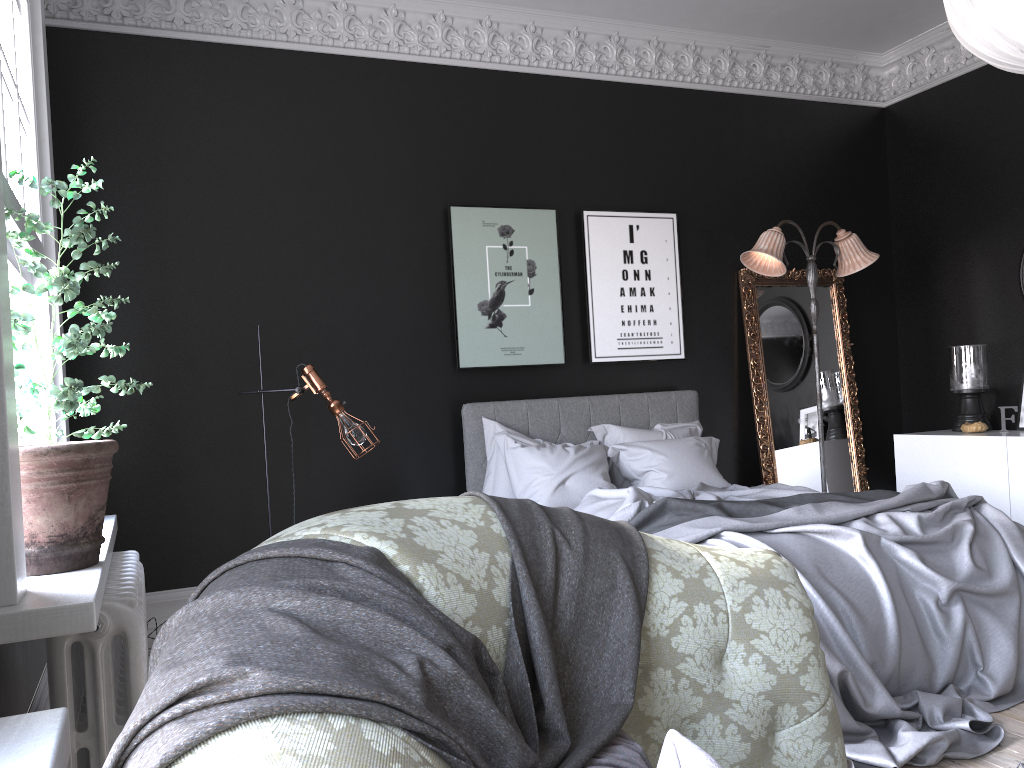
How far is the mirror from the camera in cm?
661

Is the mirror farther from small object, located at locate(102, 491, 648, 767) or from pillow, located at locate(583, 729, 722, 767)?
pillow, located at locate(583, 729, 722, 767)

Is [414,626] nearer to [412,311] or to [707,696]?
[707,696]

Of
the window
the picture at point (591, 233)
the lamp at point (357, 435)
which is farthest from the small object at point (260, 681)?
the picture at point (591, 233)

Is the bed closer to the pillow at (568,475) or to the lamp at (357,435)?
the pillow at (568,475)

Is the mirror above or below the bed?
above

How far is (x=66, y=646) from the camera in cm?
238

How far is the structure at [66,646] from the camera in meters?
2.4

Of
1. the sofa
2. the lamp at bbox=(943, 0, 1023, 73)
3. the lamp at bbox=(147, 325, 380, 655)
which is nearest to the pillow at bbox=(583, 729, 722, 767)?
the sofa

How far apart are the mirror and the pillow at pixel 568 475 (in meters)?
0.57
